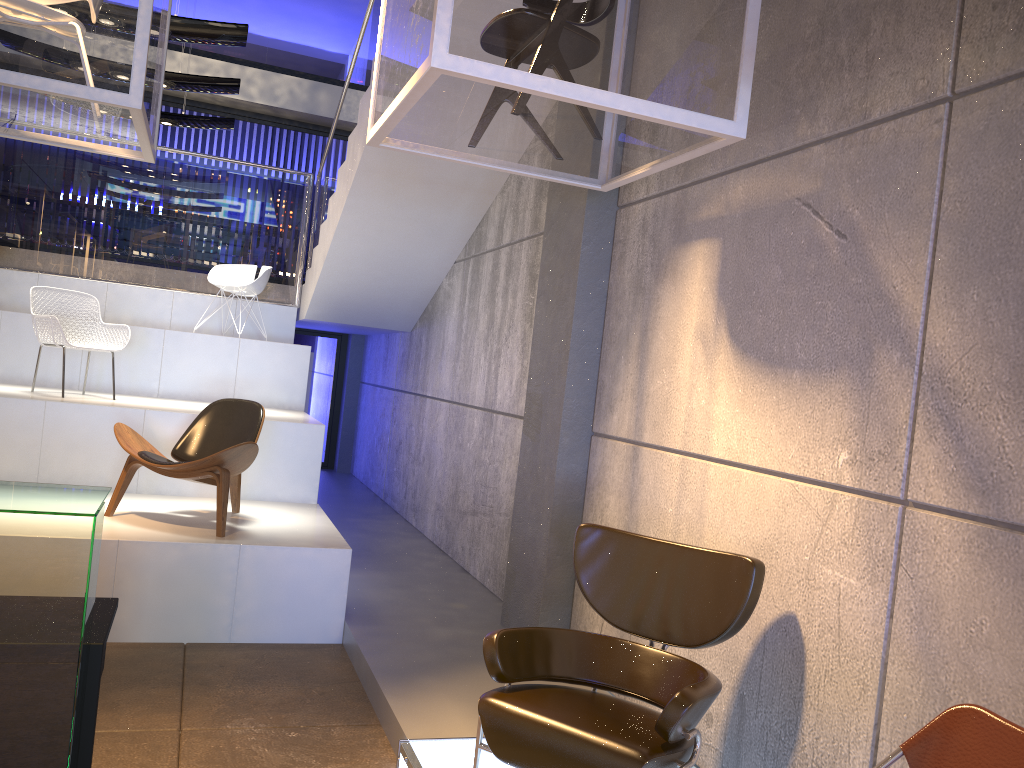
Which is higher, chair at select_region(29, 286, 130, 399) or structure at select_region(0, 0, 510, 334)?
structure at select_region(0, 0, 510, 334)

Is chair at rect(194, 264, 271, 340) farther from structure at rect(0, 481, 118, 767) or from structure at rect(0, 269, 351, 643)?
structure at rect(0, 481, 118, 767)

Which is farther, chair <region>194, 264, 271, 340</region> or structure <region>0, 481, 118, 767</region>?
chair <region>194, 264, 271, 340</region>

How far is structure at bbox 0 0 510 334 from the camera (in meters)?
6.94

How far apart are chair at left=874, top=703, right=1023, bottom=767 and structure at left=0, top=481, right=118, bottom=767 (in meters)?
1.91

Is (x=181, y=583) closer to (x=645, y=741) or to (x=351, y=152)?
(x=645, y=741)

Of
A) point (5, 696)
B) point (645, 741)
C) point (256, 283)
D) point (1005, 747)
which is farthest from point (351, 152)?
point (1005, 747)

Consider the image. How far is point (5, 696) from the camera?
1.9 meters

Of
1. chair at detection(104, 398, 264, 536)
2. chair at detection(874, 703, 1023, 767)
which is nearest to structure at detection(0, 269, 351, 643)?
chair at detection(104, 398, 264, 536)

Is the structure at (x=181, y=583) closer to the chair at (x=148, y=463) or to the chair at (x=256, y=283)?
the chair at (x=148, y=463)
